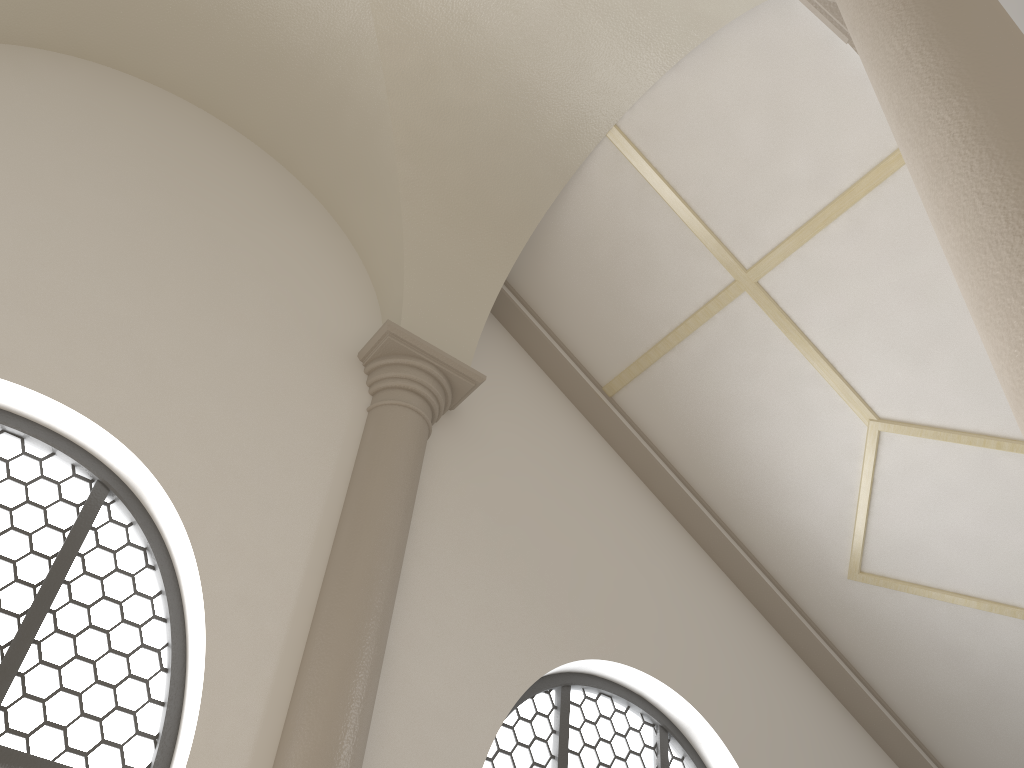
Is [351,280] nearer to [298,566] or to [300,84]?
[300,84]

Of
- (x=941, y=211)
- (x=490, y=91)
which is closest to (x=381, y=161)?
(x=490, y=91)

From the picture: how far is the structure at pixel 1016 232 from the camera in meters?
1.7 m

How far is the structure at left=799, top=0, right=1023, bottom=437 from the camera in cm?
174

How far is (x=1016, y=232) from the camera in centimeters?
174cm
